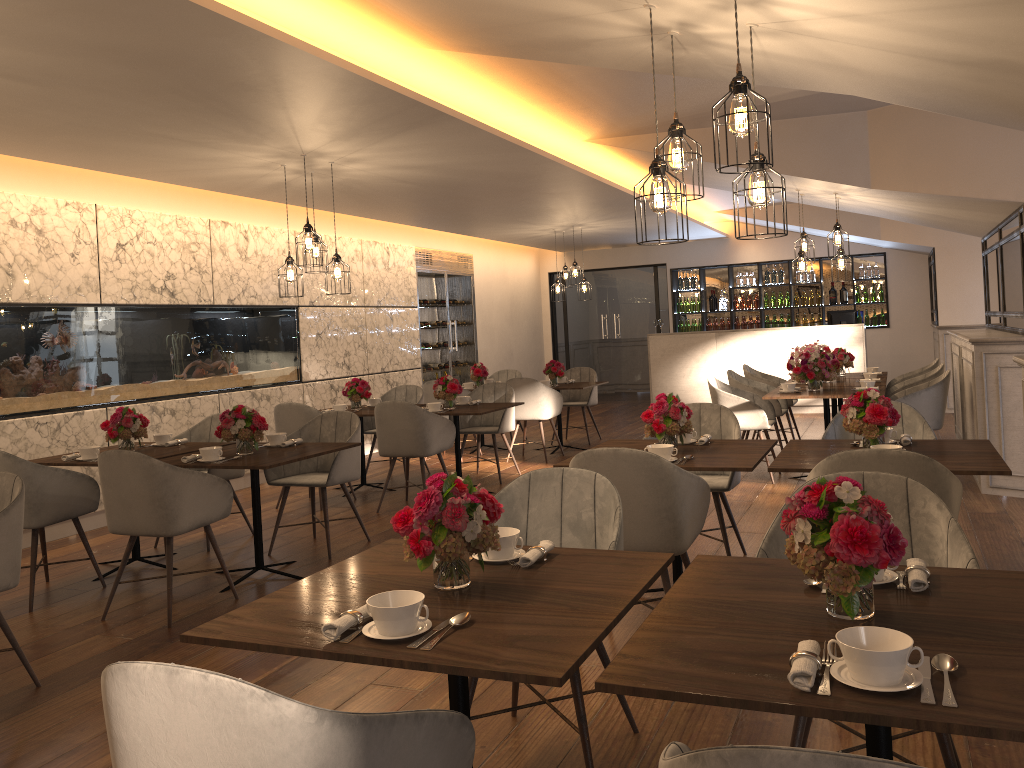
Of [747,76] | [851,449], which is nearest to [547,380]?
[851,449]

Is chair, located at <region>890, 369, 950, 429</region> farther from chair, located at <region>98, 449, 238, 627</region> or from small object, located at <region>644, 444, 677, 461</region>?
chair, located at <region>98, 449, 238, 627</region>

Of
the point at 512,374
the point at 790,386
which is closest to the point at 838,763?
the point at 790,386

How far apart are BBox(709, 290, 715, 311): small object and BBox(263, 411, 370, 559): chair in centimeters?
960cm

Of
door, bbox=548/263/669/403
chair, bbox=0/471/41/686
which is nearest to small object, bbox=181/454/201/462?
chair, bbox=0/471/41/686

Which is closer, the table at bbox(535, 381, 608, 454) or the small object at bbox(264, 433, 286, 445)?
the small object at bbox(264, 433, 286, 445)

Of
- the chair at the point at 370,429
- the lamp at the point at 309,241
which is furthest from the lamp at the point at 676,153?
the chair at the point at 370,429

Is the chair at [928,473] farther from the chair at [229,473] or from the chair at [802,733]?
the chair at [229,473]

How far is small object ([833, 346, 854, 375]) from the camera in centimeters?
879cm

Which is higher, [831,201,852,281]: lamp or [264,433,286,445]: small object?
[831,201,852,281]: lamp
